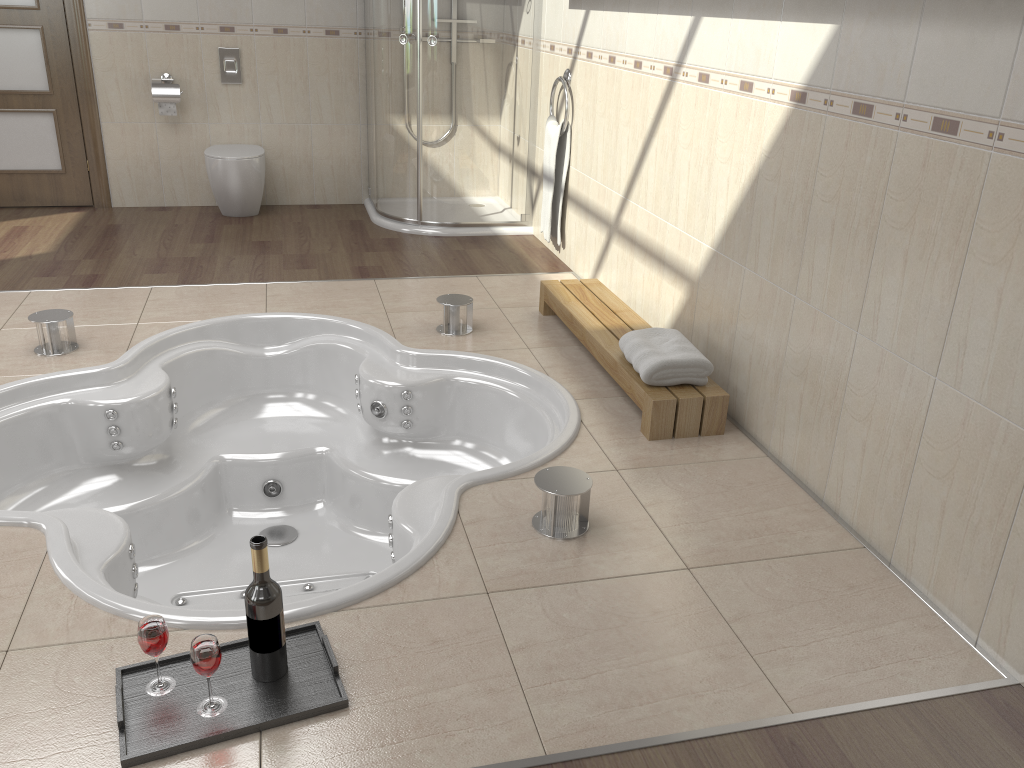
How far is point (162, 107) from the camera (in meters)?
5.15

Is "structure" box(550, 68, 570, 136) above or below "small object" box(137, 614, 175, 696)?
above

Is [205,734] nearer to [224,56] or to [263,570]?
[263,570]

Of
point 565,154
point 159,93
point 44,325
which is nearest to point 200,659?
point 44,325

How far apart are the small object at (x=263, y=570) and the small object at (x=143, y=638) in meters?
0.2 m

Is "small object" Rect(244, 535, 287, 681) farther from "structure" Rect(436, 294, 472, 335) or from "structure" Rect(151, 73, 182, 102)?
"structure" Rect(151, 73, 182, 102)

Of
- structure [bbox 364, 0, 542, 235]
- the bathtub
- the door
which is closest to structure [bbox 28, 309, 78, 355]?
the bathtub

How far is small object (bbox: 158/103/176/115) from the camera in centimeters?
515cm

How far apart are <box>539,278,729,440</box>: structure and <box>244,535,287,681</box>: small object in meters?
1.4 m

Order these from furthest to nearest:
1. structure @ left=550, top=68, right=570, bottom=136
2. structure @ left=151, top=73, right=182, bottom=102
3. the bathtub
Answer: structure @ left=151, top=73, right=182, bottom=102, structure @ left=550, top=68, right=570, bottom=136, the bathtub
